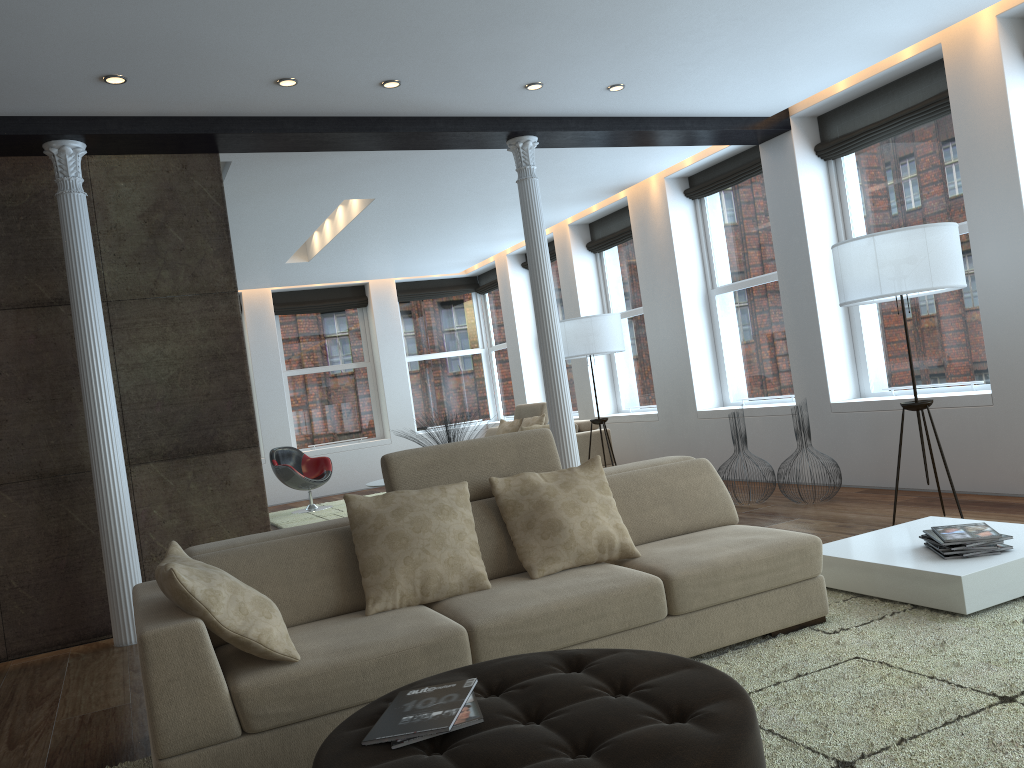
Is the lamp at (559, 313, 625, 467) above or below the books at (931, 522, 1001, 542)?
above

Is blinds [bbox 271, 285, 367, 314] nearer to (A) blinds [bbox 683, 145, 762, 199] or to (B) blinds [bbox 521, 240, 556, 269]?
(B) blinds [bbox 521, 240, 556, 269]

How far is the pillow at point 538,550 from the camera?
3.51m

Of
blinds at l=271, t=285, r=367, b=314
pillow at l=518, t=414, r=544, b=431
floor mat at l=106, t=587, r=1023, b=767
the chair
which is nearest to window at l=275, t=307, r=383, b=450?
blinds at l=271, t=285, r=367, b=314

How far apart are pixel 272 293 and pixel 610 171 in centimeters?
634cm

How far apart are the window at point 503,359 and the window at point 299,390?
1.9m

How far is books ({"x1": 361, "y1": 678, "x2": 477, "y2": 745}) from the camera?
2.07m

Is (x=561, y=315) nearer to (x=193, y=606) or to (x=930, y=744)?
(x=193, y=606)

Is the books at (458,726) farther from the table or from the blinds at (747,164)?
the blinds at (747,164)

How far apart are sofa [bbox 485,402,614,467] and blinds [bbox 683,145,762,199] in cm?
257
